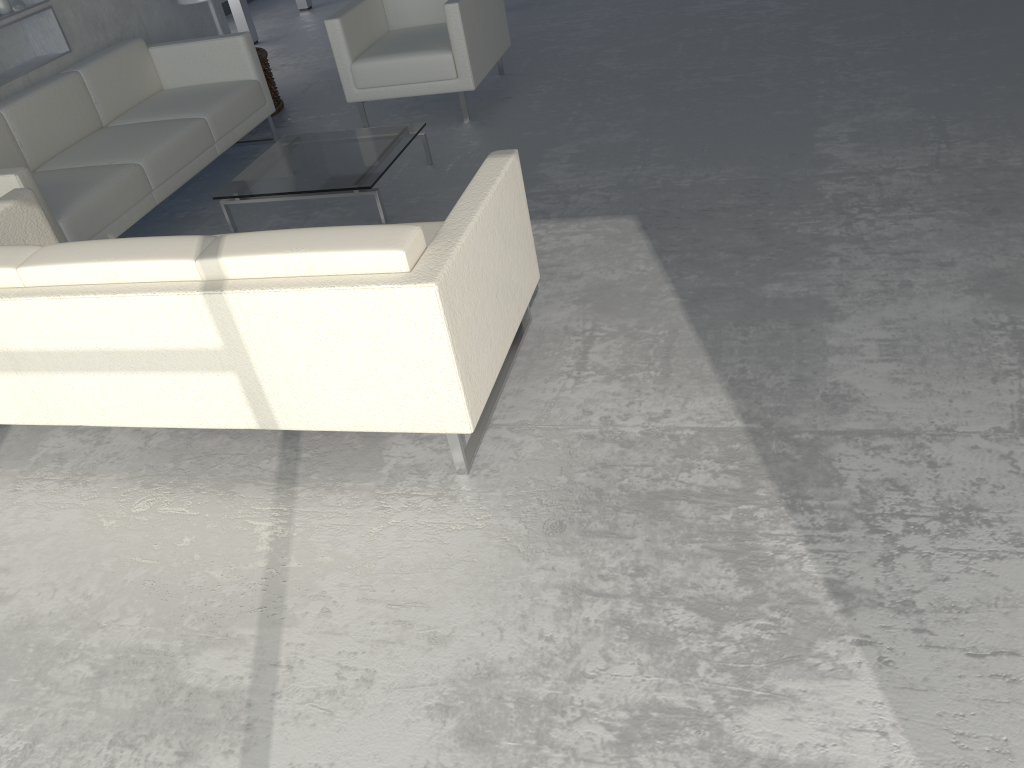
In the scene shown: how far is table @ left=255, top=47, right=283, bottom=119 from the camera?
5.3m

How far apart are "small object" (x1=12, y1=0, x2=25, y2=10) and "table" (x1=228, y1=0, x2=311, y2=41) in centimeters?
297cm

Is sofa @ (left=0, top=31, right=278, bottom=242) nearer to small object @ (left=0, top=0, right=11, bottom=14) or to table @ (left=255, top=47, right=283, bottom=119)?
small object @ (left=0, top=0, right=11, bottom=14)

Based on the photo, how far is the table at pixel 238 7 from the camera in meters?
7.1 m

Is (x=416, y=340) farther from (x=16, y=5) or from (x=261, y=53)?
(x=261, y=53)

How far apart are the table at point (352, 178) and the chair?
0.6m

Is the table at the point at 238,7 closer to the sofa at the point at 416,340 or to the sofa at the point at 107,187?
the sofa at the point at 107,187

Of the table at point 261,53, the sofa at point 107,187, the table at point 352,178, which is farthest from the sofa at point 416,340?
the table at point 261,53

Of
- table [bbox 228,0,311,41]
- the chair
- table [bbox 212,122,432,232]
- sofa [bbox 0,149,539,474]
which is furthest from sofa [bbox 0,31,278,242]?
table [bbox 228,0,311,41]

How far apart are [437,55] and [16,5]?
2.07m
